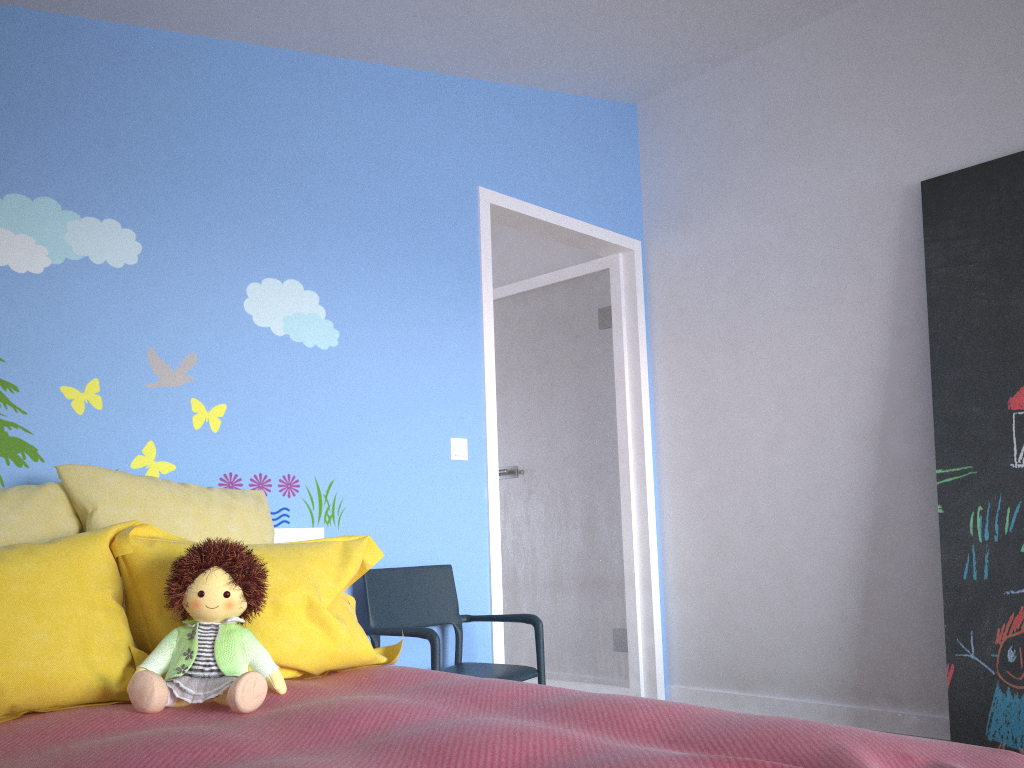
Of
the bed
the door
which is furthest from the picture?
the bed

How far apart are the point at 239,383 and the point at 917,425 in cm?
239

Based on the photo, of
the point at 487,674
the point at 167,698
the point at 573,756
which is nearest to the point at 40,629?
the point at 167,698

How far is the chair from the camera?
2.7m

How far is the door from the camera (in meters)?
3.89

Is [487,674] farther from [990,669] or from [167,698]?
[990,669]

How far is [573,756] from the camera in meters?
1.2

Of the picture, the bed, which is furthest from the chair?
the picture

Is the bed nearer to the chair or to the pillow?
the pillow

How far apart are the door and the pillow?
1.02m
